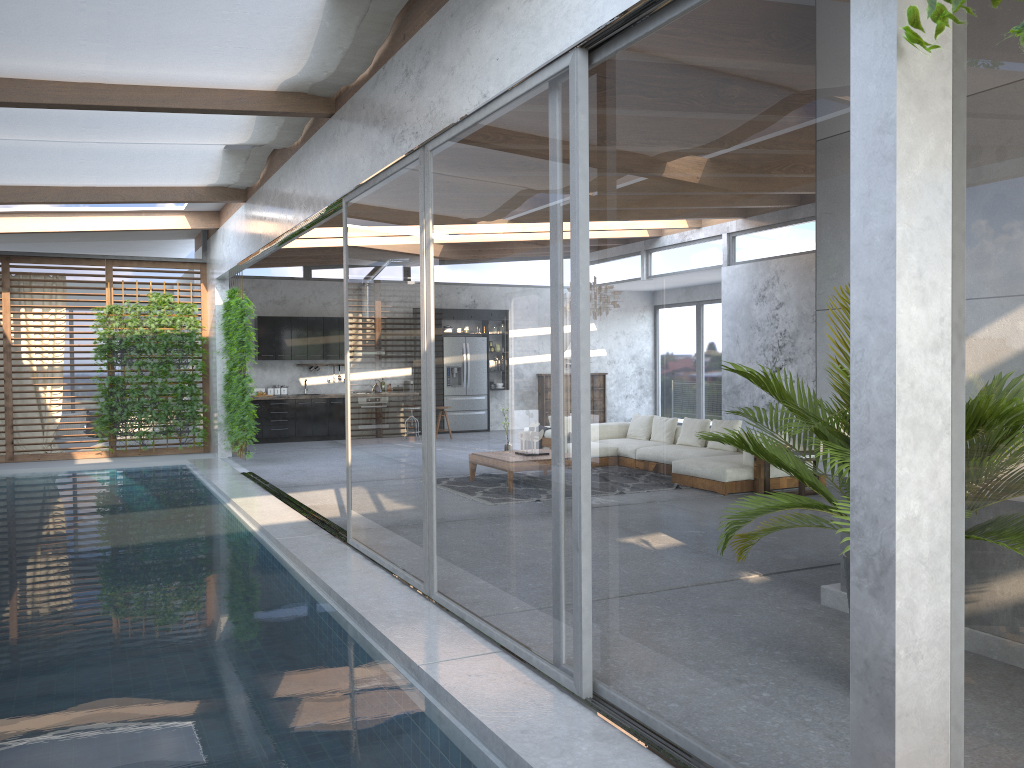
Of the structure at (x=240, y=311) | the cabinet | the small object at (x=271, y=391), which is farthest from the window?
the small object at (x=271, y=391)

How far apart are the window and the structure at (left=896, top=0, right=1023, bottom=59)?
0.2m

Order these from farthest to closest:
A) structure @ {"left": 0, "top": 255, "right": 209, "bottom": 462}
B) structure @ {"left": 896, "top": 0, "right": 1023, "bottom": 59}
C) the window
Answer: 1. structure @ {"left": 0, "top": 255, "right": 209, "bottom": 462}
2. the window
3. structure @ {"left": 896, "top": 0, "right": 1023, "bottom": 59}

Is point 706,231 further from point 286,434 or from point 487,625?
point 286,434

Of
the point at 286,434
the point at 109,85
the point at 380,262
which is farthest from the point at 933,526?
the point at 286,434

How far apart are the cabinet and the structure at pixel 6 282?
1.50m

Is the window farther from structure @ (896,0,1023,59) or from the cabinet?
the cabinet

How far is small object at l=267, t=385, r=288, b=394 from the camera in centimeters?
1636cm

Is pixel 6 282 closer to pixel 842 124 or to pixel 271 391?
pixel 271 391

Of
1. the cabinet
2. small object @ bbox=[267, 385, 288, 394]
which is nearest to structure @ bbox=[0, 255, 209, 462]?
the cabinet
